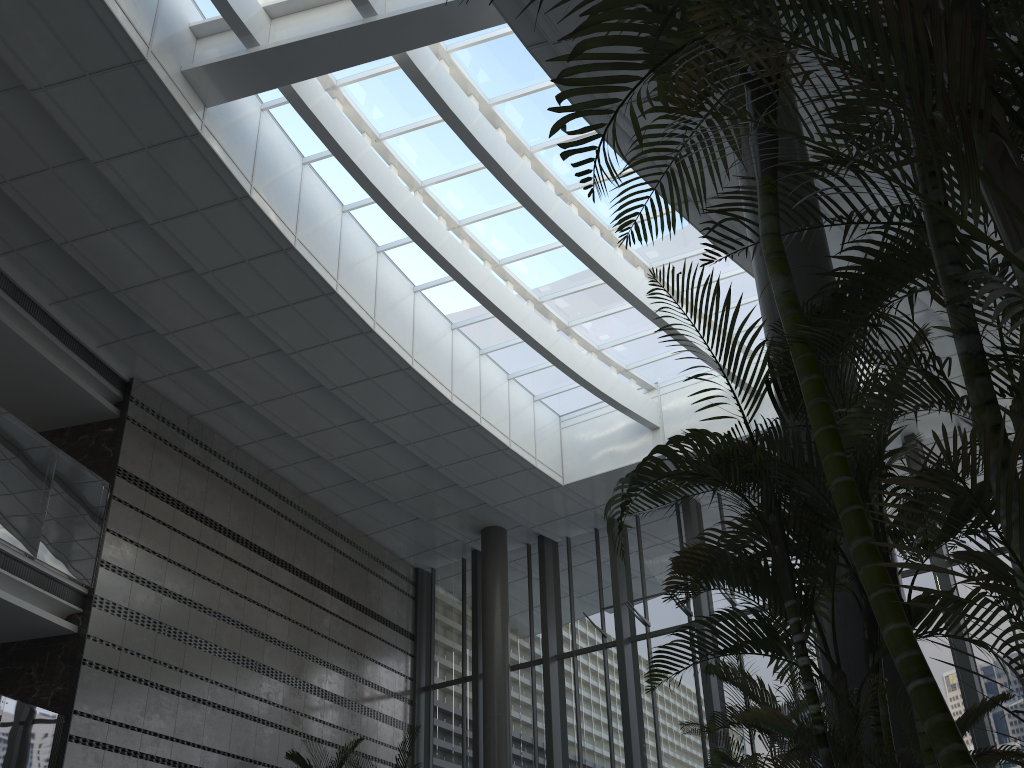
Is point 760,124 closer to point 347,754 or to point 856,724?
point 856,724

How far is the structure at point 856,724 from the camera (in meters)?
2.50

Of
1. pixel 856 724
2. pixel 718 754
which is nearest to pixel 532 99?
pixel 718 754

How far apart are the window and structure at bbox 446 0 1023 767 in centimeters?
672cm

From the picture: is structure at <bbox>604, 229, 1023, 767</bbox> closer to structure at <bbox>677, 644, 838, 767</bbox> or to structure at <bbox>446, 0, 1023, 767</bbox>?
structure at <bbox>446, 0, 1023, 767</bbox>

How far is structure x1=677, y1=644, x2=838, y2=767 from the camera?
5.02m

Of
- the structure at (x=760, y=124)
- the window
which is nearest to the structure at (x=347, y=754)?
the window

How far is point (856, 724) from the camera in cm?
250

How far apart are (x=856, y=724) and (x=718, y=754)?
2.9m

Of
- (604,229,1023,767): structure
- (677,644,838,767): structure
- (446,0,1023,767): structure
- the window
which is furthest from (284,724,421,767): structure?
(446,0,1023,767): structure
